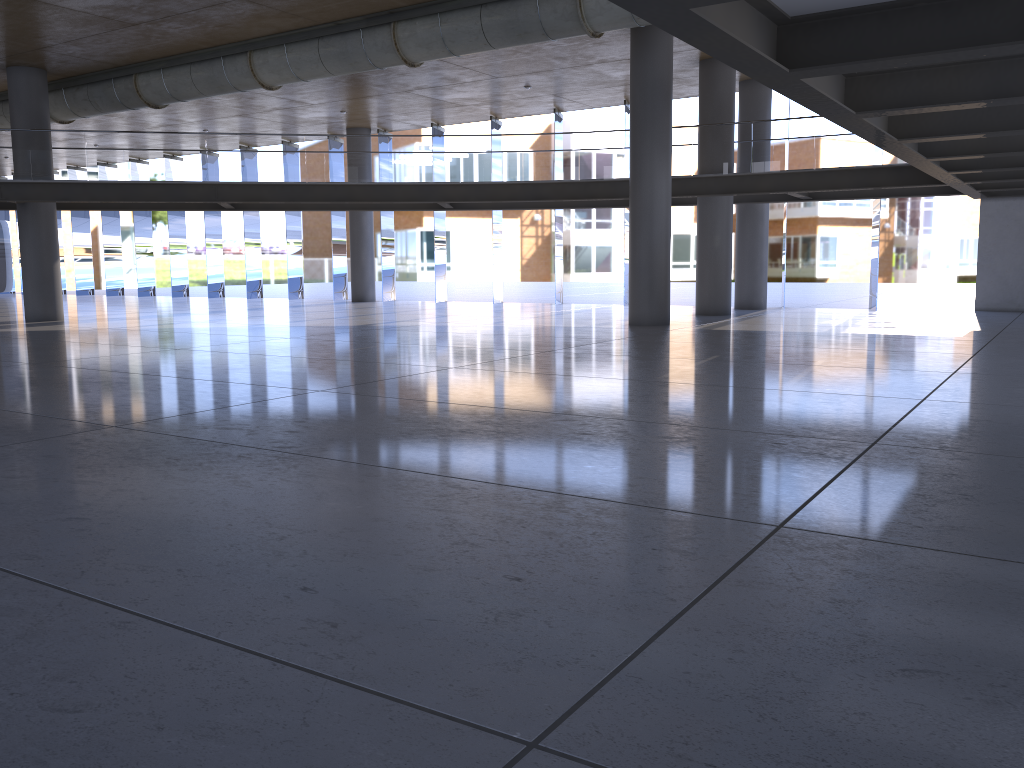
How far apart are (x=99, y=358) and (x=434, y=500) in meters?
8.9 m
